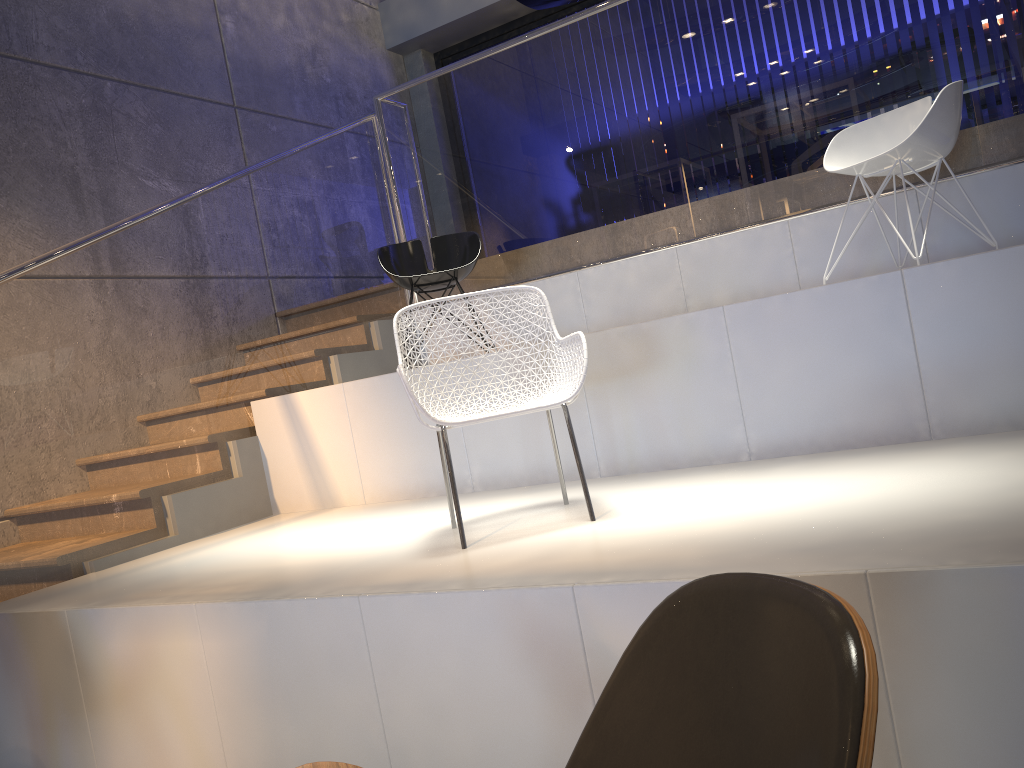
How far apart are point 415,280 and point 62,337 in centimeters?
174cm

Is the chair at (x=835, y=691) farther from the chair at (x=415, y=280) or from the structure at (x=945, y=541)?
the chair at (x=415, y=280)

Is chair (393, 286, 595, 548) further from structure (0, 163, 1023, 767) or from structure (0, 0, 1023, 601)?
structure (0, 0, 1023, 601)

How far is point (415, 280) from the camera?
4.73m

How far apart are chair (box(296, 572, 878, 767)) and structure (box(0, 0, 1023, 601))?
2.9m

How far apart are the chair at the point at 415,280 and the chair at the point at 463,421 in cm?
163

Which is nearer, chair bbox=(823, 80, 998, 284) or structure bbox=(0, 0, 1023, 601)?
chair bbox=(823, 80, 998, 284)

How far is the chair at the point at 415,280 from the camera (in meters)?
4.73

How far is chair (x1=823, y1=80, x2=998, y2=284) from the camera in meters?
3.5 m

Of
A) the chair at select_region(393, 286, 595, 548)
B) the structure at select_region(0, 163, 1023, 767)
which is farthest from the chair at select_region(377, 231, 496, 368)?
the chair at select_region(393, 286, 595, 548)
